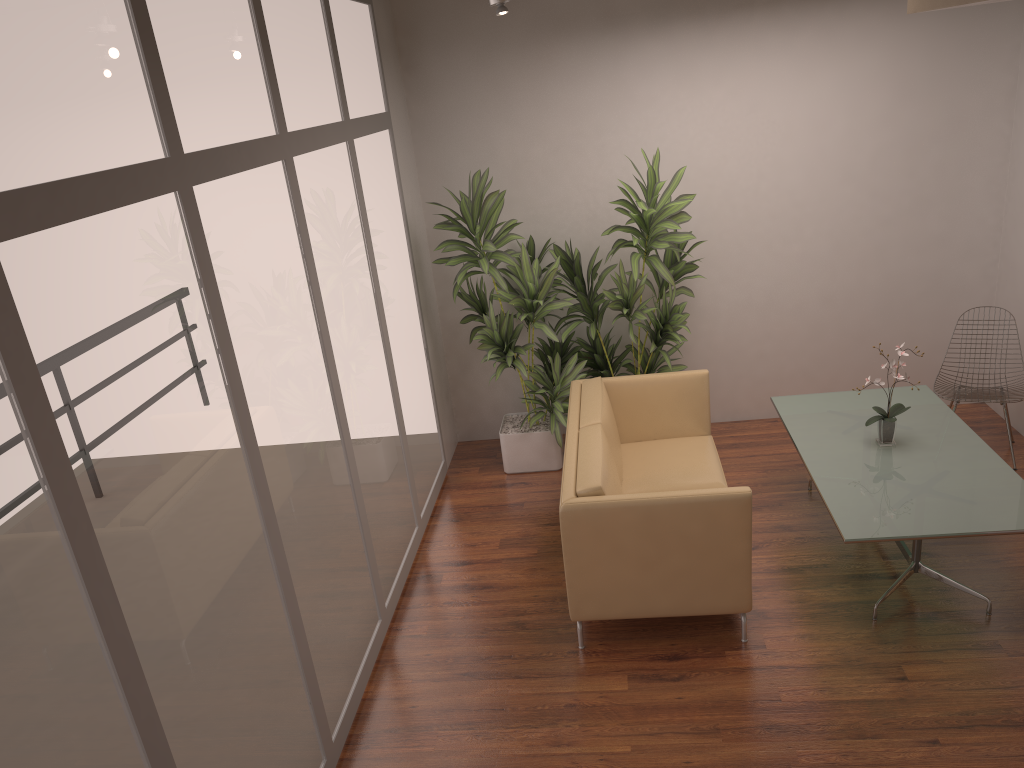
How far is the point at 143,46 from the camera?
2.7m

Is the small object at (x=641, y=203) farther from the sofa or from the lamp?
the lamp

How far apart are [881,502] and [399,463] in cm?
259

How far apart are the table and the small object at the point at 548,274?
1.28m

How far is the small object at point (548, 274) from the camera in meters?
5.7

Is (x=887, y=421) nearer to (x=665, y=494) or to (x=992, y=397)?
(x=992, y=397)

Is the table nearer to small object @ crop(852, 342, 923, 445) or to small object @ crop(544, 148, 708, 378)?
small object @ crop(852, 342, 923, 445)

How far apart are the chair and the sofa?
1.54m

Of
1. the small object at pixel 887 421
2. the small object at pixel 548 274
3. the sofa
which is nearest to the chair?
the small object at pixel 887 421

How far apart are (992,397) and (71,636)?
5.3 meters
